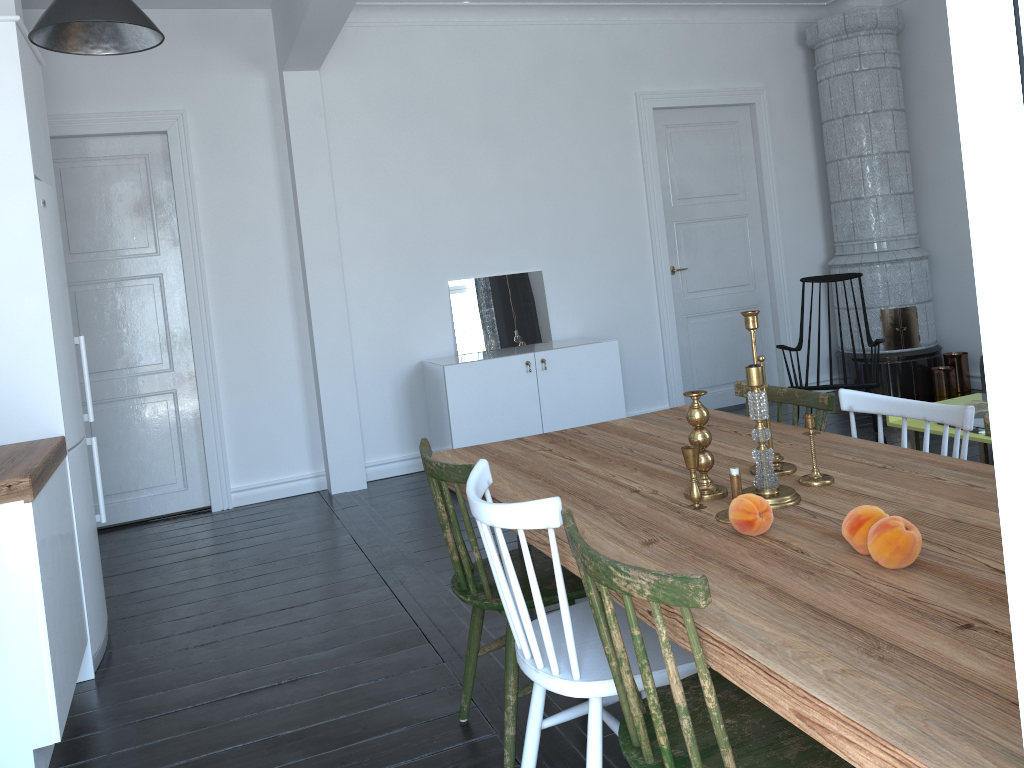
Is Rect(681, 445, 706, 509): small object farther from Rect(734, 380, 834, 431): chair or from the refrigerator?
the refrigerator

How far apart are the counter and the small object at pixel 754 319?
1.96m

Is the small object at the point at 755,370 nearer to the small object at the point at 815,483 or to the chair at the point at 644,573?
the small object at the point at 815,483

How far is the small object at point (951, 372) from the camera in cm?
639

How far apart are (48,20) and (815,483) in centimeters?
241cm

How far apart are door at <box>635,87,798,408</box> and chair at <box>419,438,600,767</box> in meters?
4.0

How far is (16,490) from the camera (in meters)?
2.43

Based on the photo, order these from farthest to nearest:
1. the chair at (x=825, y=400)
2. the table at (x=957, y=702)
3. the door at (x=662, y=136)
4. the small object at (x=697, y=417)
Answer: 1. the door at (x=662, y=136)
2. the chair at (x=825, y=400)
3. the small object at (x=697, y=417)
4. the table at (x=957, y=702)

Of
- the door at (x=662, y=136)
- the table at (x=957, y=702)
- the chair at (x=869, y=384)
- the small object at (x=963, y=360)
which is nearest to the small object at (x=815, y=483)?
the table at (x=957, y=702)

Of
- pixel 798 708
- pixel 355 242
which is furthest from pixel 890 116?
pixel 798 708
